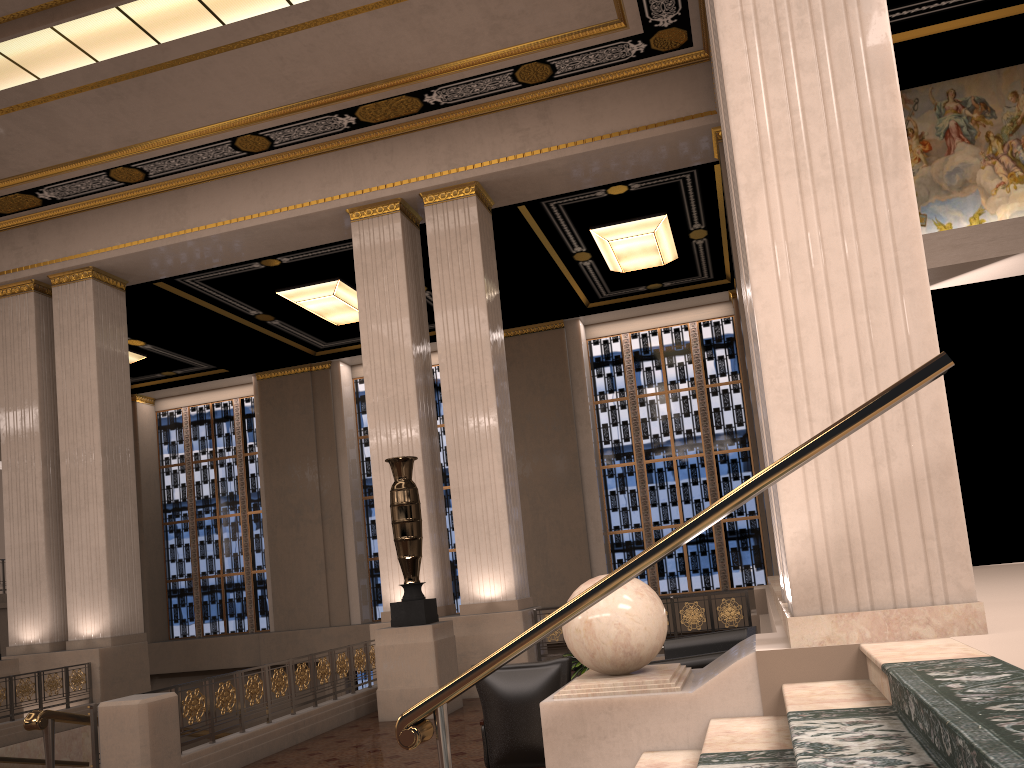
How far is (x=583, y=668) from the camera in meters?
7.1

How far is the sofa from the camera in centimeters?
617cm

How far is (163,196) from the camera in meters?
12.5

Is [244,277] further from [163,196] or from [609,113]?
[609,113]

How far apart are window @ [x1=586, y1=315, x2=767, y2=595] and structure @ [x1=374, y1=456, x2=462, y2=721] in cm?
841

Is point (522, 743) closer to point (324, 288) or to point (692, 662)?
point (692, 662)

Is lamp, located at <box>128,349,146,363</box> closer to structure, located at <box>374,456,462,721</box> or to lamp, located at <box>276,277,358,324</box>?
lamp, located at <box>276,277,358,324</box>

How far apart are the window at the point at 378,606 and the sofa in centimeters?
1070cm

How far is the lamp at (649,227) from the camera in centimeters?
1360cm

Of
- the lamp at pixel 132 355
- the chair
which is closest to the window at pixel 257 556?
the lamp at pixel 132 355
